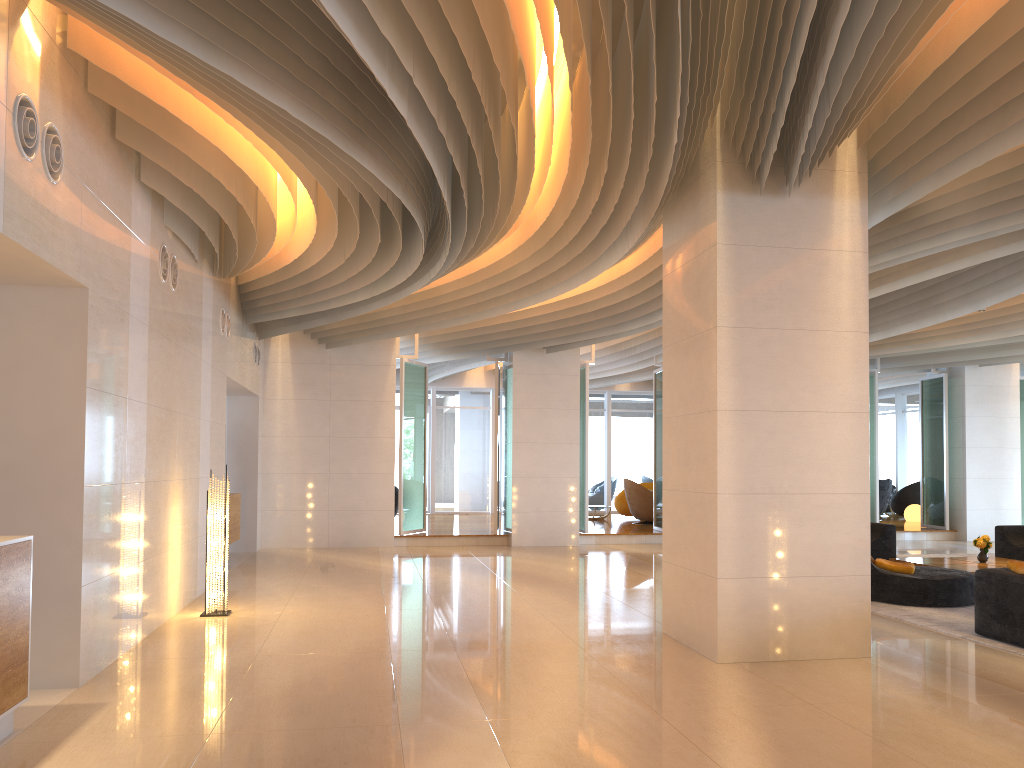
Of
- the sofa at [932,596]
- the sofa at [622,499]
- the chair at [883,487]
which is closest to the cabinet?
the sofa at [932,596]

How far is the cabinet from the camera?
12.13m

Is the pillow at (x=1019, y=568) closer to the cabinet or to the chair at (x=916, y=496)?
the cabinet

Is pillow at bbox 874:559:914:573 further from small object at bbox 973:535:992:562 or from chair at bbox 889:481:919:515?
chair at bbox 889:481:919:515

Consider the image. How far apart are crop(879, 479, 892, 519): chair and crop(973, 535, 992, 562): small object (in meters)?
9.77

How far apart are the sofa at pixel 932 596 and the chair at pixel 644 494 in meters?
5.8

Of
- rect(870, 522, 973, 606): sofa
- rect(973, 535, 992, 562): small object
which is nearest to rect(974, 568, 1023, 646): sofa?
rect(870, 522, 973, 606): sofa

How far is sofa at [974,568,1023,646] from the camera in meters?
7.1

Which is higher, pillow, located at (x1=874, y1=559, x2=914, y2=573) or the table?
pillow, located at (x1=874, y1=559, x2=914, y2=573)

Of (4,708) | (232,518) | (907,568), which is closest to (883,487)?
(907,568)
